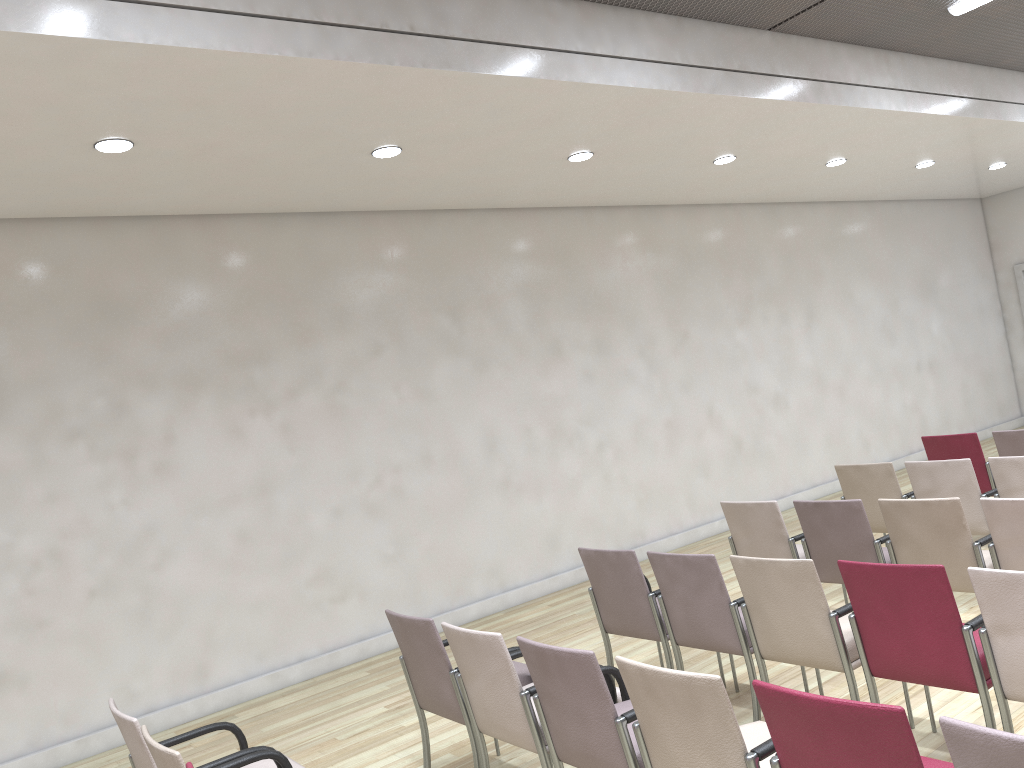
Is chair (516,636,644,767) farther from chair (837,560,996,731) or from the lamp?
the lamp

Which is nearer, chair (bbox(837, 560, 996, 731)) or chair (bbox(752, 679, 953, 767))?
chair (bbox(752, 679, 953, 767))

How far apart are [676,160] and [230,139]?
3.89m

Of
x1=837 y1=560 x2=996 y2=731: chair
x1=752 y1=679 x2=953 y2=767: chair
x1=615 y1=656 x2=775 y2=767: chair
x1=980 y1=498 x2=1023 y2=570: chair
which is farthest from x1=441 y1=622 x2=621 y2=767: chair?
x1=980 y1=498 x2=1023 y2=570: chair

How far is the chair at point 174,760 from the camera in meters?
2.7

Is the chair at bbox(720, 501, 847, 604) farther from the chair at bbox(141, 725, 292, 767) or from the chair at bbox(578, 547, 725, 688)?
the chair at bbox(141, 725, 292, 767)

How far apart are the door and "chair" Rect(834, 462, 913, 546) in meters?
8.8

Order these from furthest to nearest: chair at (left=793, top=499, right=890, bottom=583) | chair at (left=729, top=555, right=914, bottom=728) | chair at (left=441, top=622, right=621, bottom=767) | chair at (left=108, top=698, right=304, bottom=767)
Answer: chair at (left=793, top=499, right=890, bottom=583), chair at (left=729, top=555, right=914, bottom=728), chair at (left=441, top=622, right=621, bottom=767), chair at (left=108, top=698, right=304, bottom=767)

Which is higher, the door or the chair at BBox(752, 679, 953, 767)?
the door

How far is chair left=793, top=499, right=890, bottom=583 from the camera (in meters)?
4.92
